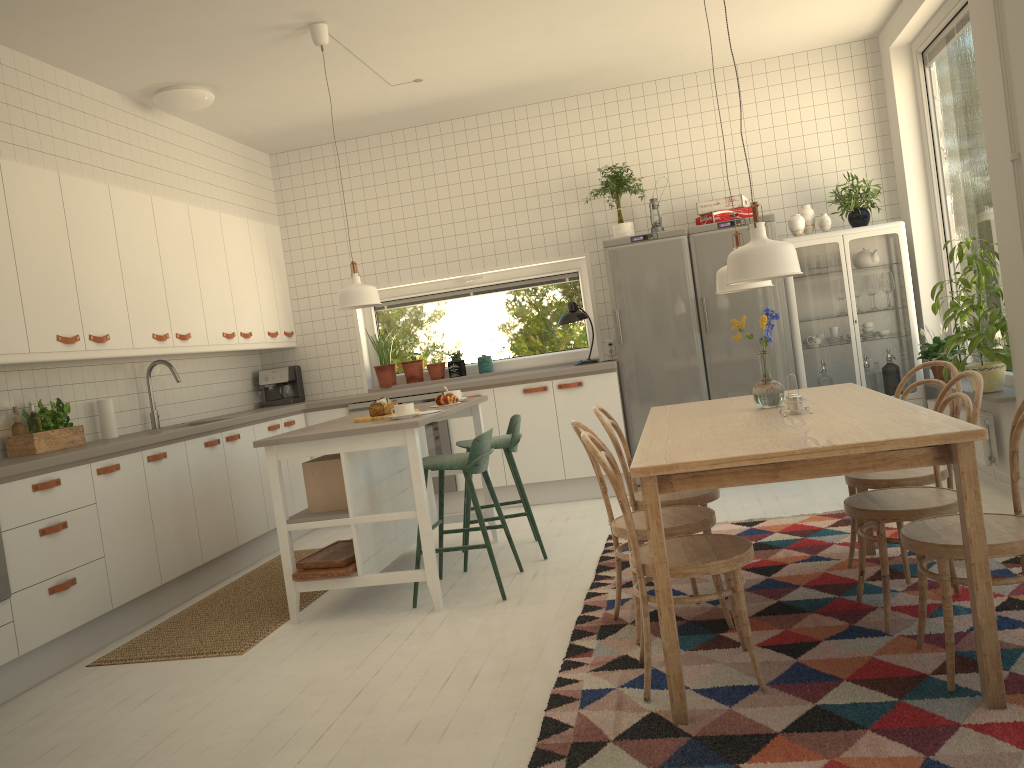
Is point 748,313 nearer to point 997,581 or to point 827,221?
point 827,221

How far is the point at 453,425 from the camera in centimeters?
628cm

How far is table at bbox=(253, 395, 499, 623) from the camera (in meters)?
3.95

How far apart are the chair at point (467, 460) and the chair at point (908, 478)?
1.56m

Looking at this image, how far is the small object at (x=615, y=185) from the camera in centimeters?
603cm

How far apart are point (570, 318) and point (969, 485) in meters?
4.2 m

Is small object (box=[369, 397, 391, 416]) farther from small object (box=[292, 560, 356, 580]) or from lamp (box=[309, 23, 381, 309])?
small object (box=[292, 560, 356, 580])

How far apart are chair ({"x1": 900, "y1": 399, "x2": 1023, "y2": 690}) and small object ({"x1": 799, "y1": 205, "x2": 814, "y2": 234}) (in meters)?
3.48

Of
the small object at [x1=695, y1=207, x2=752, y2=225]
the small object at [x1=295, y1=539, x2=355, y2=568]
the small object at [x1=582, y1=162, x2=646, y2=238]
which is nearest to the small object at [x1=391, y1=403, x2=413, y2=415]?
the small object at [x1=295, y1=539, x2=355, y2=568]

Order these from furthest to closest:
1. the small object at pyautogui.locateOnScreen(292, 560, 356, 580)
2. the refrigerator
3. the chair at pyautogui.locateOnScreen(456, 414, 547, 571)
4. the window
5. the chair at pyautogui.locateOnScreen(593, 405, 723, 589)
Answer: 1. the window
2. the refrigerator
3. the chair at pyautogui.locateOnScreen(456, 414, 547, 571)
4. the small object at pyautogui.locateOnScreen(292, 560, 356, 580)
5. the chair at pyautogui.locateOnScreen(593, 405, 723, 589)
